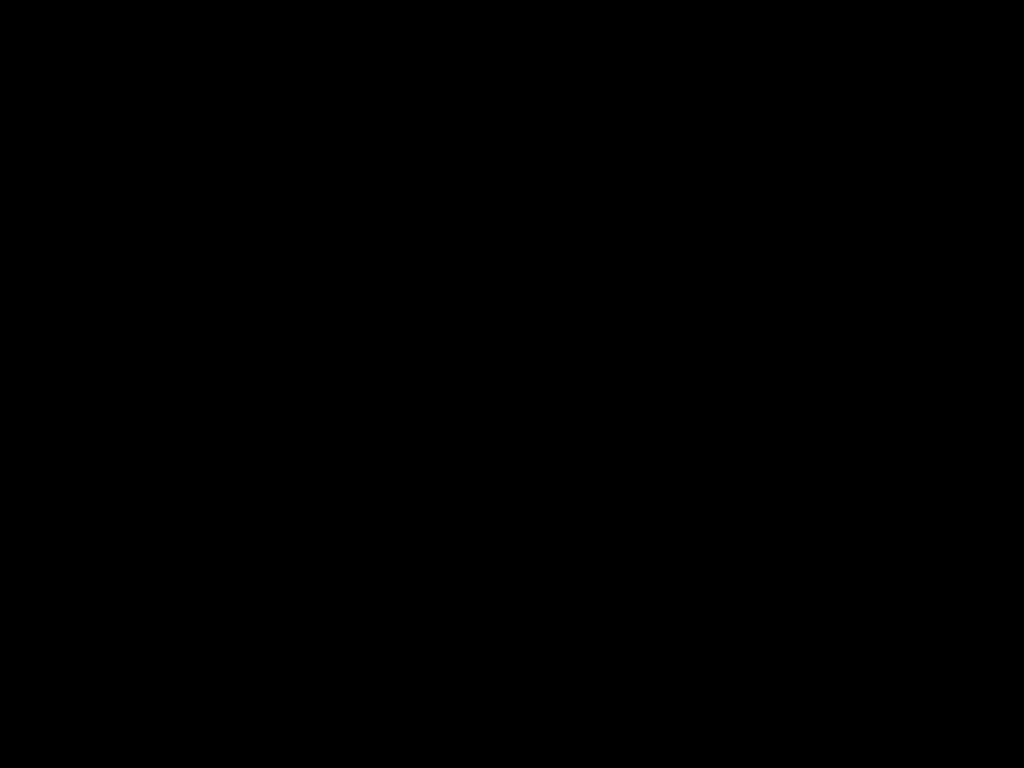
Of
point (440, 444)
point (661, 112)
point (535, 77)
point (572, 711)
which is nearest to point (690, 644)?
point (661, 112)

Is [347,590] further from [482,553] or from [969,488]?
[482,553]
